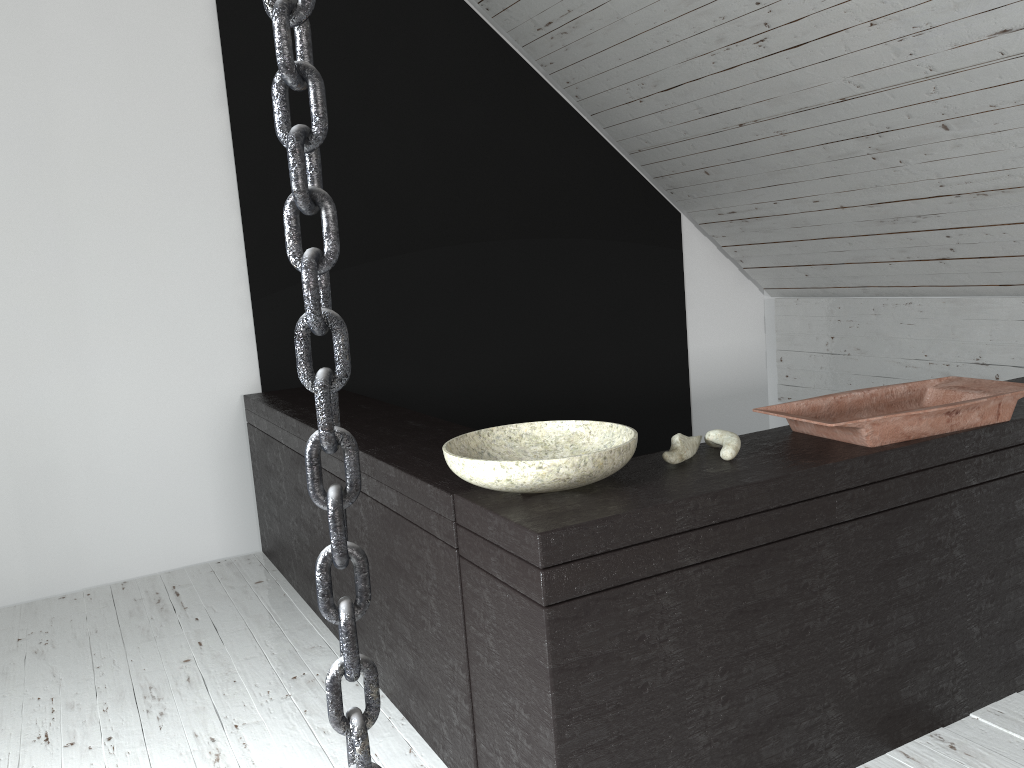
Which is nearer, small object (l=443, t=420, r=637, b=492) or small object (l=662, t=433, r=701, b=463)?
small object (l=443, t=420, r=637, b=492)

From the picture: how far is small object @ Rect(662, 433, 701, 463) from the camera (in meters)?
1.58

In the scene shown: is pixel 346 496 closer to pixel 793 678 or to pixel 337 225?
pixel 337 225

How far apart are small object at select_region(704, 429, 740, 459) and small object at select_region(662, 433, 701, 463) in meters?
0.0 m

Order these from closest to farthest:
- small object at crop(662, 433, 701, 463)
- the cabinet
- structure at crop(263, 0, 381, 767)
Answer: structure at crop(263, 0, 381, 767) < the cabinet < small object at crop(662, 433, 701, 463)

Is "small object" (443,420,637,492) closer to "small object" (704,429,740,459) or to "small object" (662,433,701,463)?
"small object" (662,433,701,463)

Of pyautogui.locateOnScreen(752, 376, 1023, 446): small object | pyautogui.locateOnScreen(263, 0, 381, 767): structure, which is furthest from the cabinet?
pyautogui.locateOnScreen(263, 0, 381, 767): structure

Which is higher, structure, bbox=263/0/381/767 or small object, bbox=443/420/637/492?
structure, bbox=263/0/381/767

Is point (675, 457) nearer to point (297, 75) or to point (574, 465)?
point (574, 465)

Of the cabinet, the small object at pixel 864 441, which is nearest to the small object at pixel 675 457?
the cabinet
